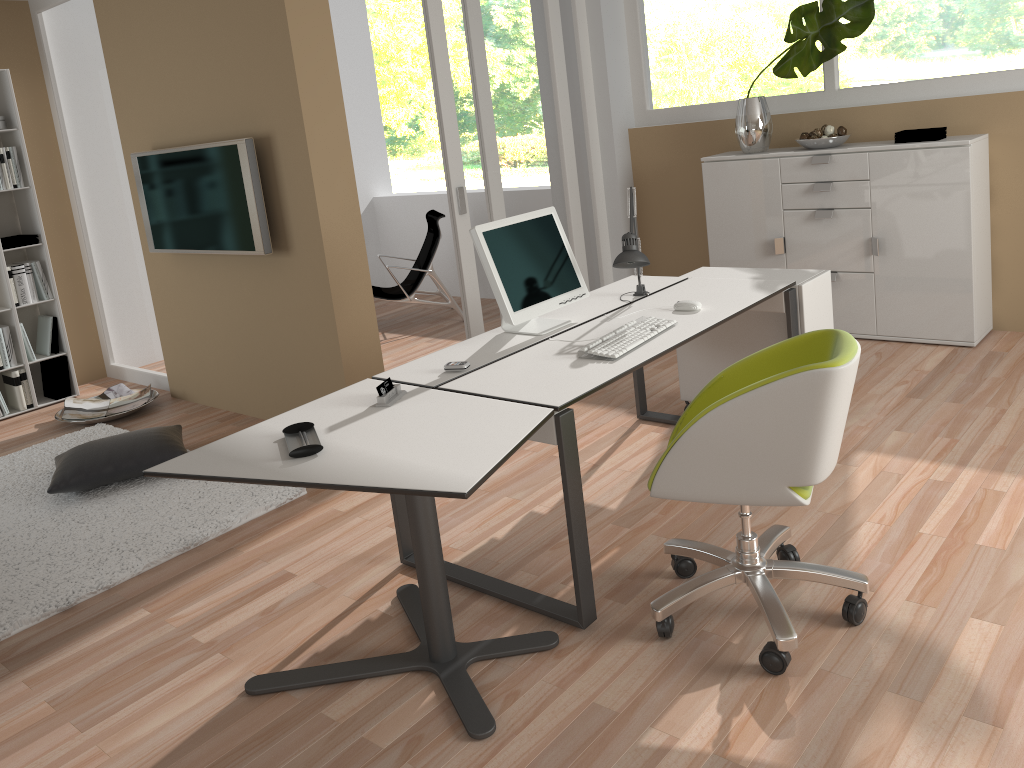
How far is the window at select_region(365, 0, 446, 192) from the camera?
13.1 meters

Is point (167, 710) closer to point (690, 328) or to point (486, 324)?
point (690, 328)

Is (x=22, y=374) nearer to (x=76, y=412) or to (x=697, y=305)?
(x=76, y=412)

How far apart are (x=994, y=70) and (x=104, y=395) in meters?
5.5 m

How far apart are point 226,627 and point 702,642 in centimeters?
155cm

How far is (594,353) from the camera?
2.86m

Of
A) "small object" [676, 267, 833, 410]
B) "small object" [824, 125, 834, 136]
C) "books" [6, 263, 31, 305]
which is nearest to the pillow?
"books" [6, 263, 31, 305]

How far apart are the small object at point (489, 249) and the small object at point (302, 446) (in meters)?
0.90

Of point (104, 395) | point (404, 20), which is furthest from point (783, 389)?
point (404, 20)

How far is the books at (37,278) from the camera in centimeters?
565cm
